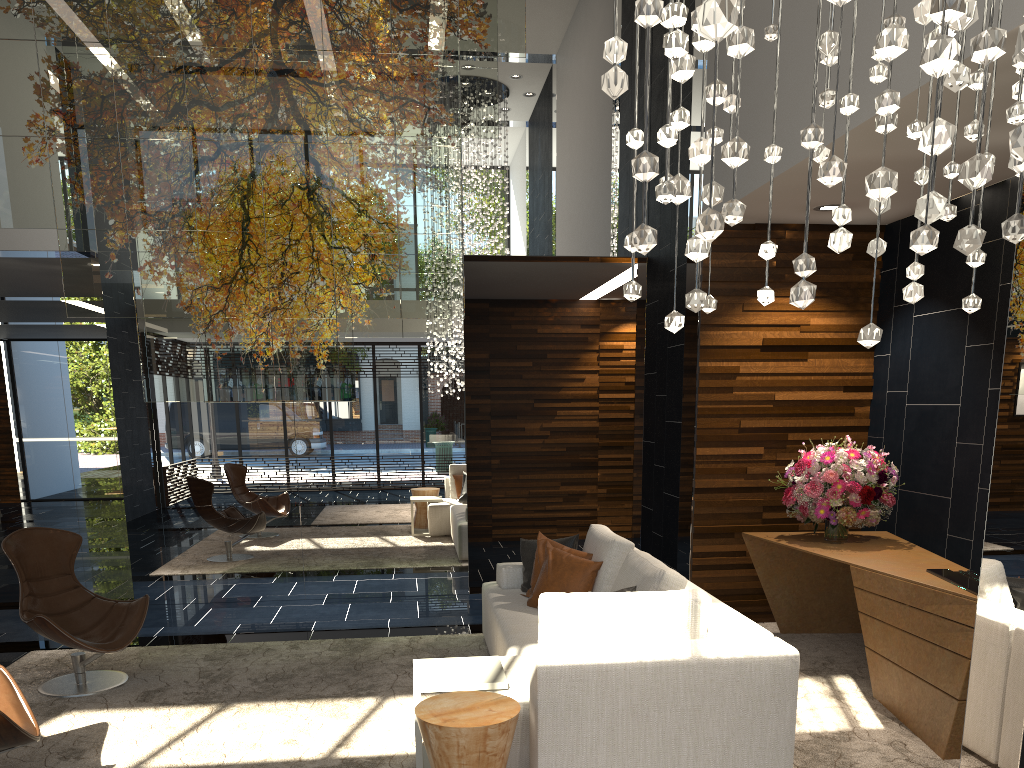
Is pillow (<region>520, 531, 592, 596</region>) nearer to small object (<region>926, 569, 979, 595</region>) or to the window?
small object (<region>926, 569, 979, 595</region>)

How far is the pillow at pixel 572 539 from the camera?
5.32m

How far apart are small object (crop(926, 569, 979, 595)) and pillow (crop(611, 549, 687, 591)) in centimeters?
130cm

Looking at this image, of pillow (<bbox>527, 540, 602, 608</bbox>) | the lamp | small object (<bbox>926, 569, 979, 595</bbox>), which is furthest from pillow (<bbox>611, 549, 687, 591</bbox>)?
the lamp

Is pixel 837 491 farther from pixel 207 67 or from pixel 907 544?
pixel 207 67

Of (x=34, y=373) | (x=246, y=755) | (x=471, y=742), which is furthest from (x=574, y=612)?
(x=34, y=373)

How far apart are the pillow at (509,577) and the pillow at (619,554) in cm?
52

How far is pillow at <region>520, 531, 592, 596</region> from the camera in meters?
5.2 m

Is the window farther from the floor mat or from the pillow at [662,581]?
the pillow at [662,581]

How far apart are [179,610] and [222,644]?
1.3m
